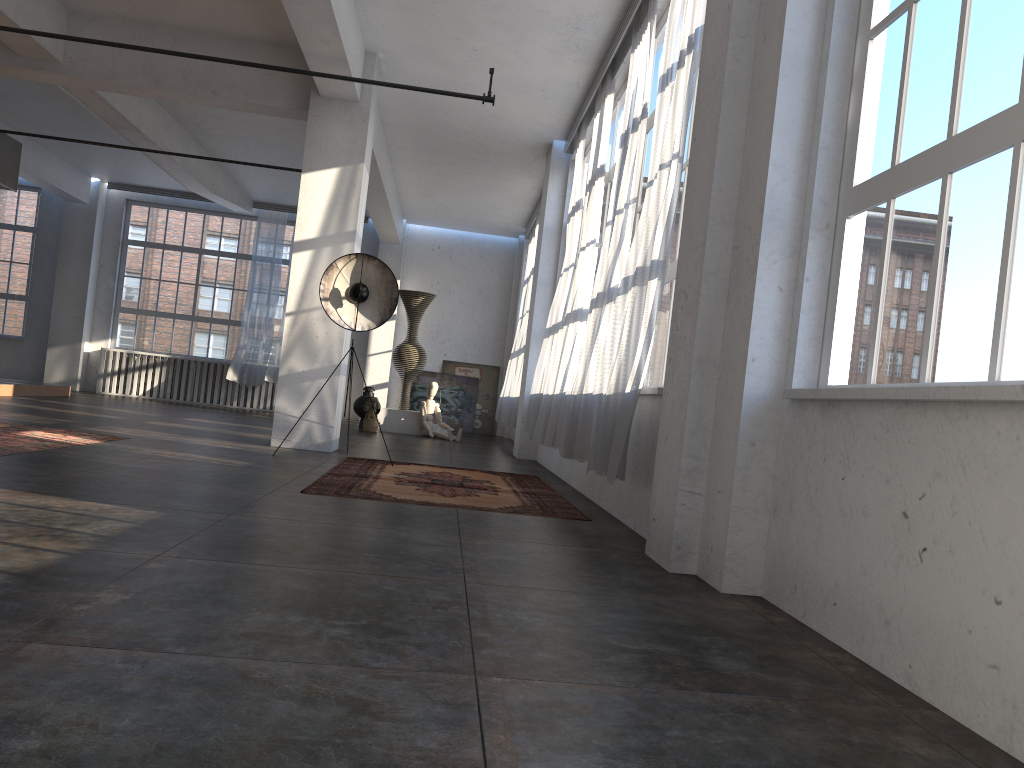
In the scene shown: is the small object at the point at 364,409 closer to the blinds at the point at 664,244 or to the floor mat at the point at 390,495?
the floor mat at the point at 390,495

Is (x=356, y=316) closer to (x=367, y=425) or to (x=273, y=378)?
(x=367, y=425)

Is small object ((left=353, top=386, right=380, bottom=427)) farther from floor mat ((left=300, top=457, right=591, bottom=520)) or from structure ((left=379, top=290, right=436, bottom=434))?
floor mat ((left=300, top=457, right=591, bottom=520))

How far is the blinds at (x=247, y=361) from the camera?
16.8m

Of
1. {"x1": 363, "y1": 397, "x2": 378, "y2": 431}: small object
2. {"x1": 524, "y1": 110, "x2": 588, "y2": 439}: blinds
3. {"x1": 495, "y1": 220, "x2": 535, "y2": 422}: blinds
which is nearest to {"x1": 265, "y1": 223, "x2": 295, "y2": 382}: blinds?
{"x1": 363, "y1": 397, "x2": 378, "y2": 431}: small object

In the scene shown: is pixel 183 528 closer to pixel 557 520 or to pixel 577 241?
pixel 557 520

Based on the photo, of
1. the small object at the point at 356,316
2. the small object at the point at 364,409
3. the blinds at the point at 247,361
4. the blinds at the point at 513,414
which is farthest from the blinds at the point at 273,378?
the small object at the point at 356,316

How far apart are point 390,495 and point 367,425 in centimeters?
808cm

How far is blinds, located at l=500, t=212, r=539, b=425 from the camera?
14.5m

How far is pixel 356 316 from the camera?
8.3m
